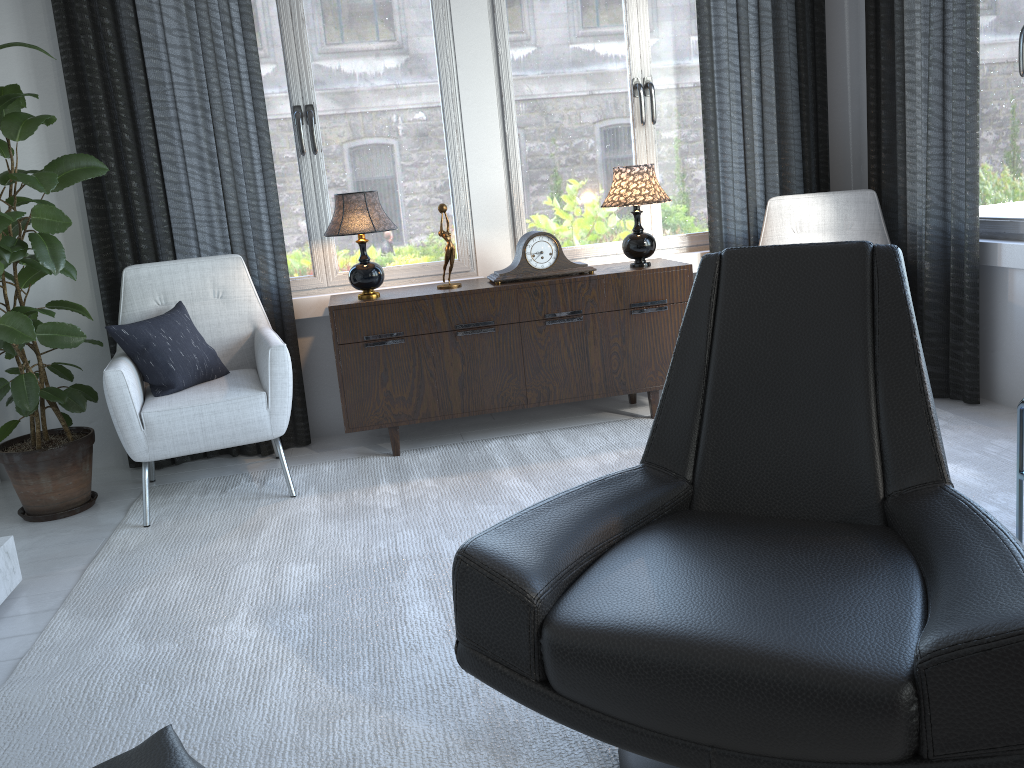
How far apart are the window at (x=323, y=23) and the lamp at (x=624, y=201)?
0.62m

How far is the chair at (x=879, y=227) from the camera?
3.59m

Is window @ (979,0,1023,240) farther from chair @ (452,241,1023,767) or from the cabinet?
chair @ (452,241,1023,767)

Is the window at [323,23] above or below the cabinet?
above

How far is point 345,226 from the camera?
3.20m

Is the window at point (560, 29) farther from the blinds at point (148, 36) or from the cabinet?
the cabinet

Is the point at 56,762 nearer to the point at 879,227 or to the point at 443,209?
the point at 443,209

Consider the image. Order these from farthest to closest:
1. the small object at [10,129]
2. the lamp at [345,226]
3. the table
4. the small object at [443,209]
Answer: the small object at [443,209]
the lamp at [345,226]
the small object at [10,129]
the table

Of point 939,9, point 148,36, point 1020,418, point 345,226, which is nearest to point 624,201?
point 345,226

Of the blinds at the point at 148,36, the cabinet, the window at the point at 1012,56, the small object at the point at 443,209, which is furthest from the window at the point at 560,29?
the window at the point at 1012,56
